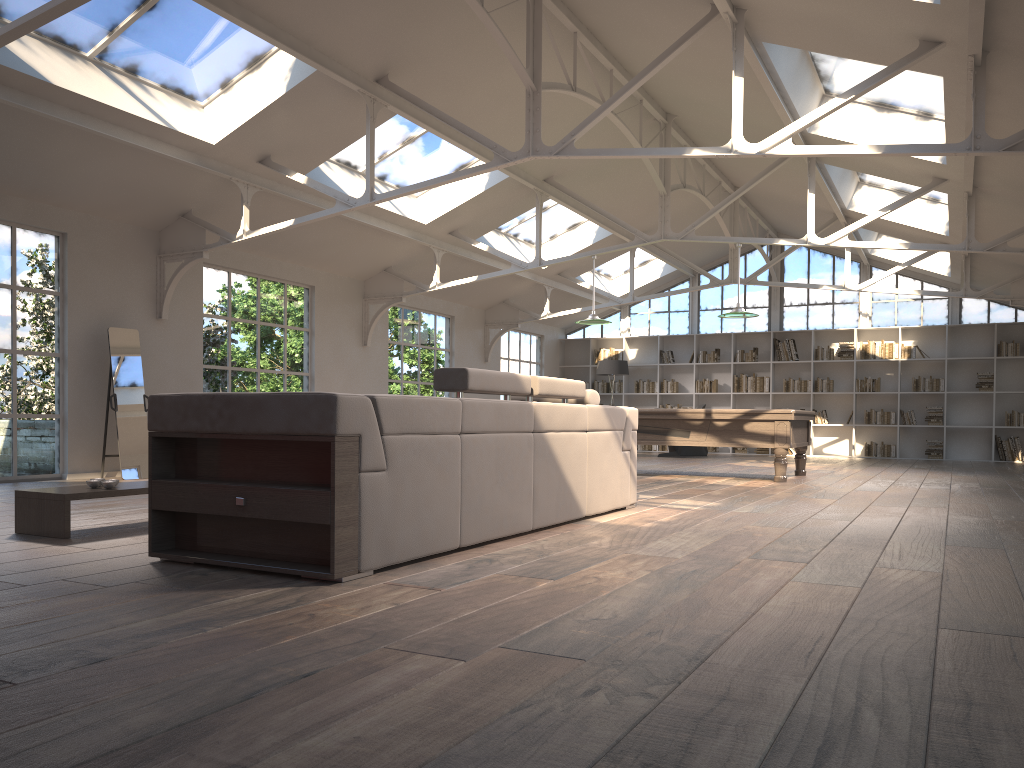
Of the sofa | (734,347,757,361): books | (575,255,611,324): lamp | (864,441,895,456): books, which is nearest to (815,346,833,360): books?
(734,347,757,361): books

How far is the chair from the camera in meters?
16.0 m

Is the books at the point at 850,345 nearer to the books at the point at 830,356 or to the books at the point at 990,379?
the books at the point at 830,356

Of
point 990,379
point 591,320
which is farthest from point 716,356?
point 591,320

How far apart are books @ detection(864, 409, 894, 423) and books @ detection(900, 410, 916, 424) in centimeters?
22cm

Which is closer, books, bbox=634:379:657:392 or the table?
the table

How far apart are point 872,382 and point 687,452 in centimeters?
364cm

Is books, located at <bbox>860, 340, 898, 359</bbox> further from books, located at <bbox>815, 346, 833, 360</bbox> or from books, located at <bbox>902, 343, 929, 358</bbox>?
books, located at <bbox>815, 346, 833, 360</bbox>

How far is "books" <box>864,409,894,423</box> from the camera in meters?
16.0 m

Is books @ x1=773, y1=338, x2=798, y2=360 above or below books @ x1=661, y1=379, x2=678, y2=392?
above
